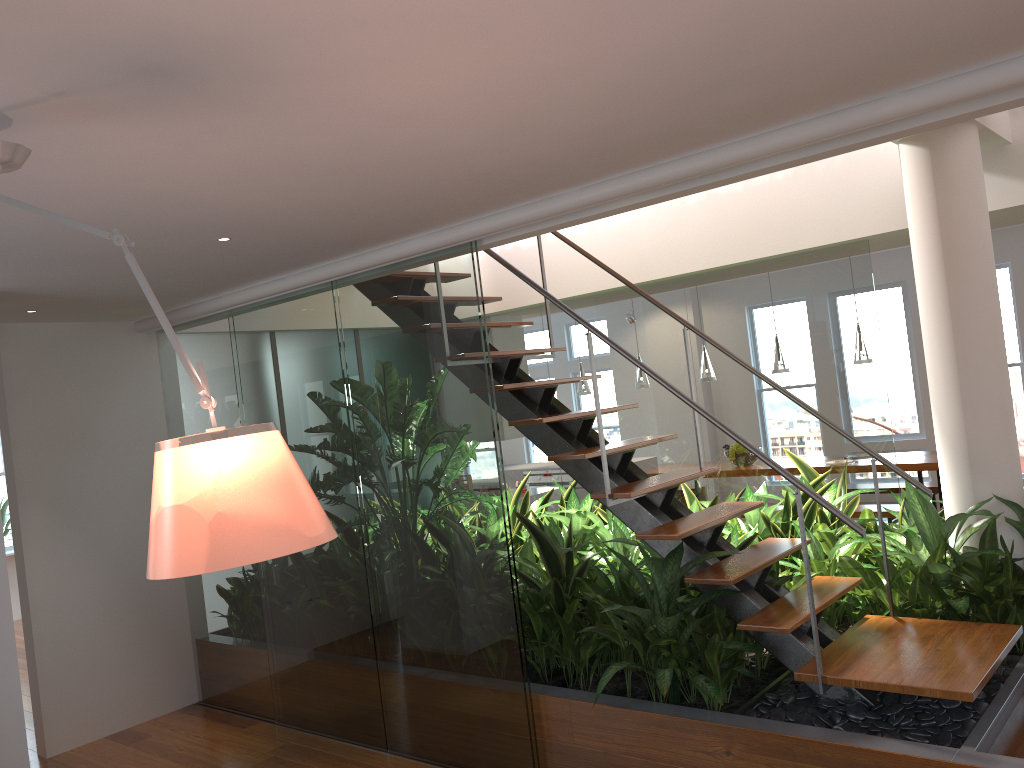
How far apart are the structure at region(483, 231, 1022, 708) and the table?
3.7m

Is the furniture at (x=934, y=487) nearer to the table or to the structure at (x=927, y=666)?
the table

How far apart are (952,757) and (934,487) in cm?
558

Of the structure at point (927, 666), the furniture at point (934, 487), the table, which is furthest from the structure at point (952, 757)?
the furniture at point (934, 487)

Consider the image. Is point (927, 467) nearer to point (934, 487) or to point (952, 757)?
point (934, 487)

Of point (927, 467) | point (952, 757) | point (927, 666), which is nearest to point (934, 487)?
point (927, 467)

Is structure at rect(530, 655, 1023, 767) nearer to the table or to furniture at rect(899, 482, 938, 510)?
the table

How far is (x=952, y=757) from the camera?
2.71m

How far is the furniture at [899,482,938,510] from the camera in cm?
776

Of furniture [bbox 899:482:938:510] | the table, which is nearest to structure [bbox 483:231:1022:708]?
the table
